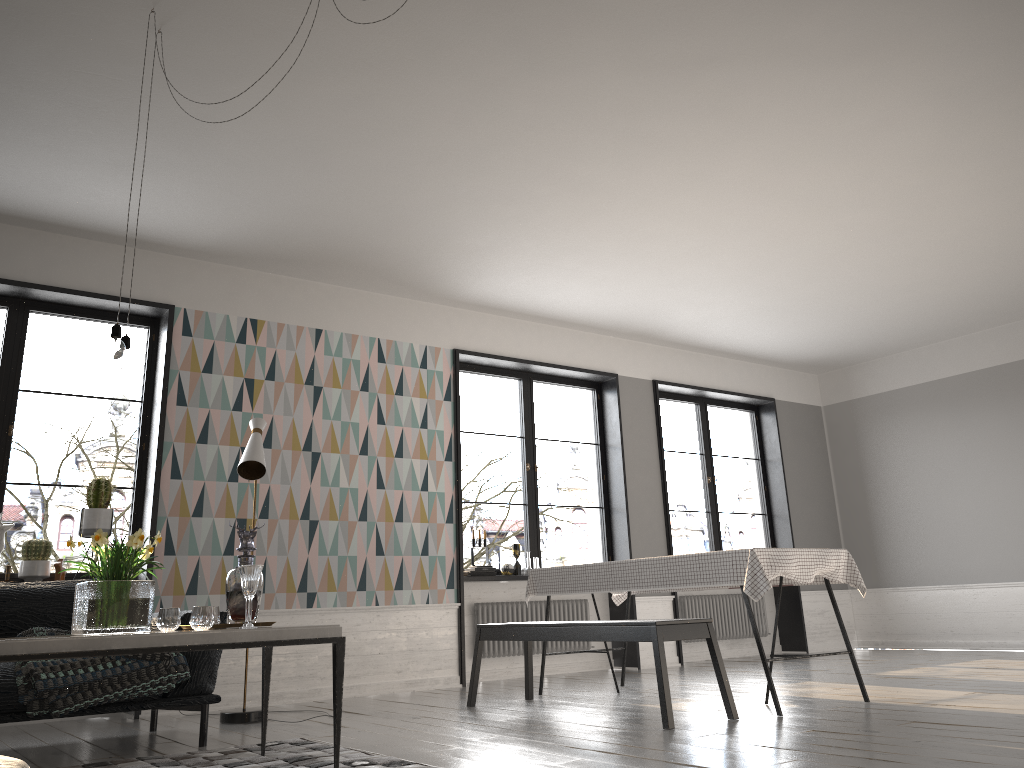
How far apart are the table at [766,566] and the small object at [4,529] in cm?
292

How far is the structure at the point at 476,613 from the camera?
7.24m

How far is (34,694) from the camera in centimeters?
367cm

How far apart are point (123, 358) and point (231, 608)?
1.07m

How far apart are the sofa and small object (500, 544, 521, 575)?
3.2 meters

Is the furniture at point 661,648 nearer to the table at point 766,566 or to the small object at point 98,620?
the table at point 766,566

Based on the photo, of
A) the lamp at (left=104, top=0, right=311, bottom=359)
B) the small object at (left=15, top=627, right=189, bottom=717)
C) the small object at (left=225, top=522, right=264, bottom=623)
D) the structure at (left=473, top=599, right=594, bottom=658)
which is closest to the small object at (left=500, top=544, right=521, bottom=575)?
the structure at (left=473, top=599, right=594, bottom=658)

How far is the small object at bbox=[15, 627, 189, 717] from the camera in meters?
3.7 m

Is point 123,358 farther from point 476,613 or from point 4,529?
point 476,613

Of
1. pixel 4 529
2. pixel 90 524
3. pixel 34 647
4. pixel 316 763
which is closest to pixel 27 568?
pixel 4 529
